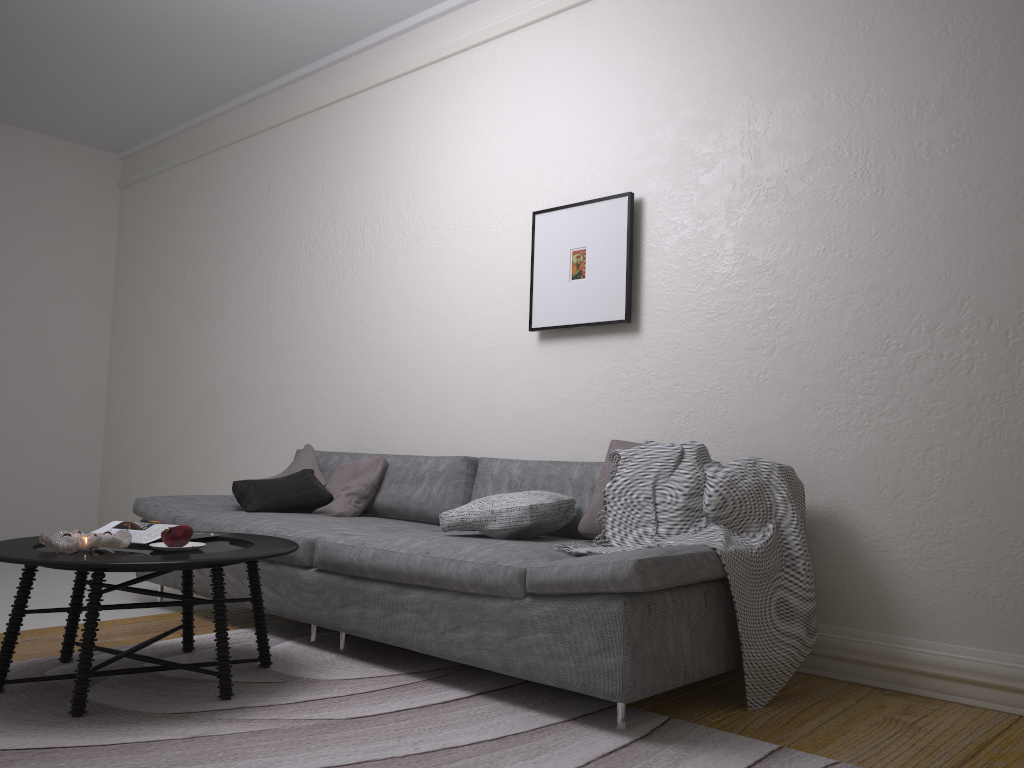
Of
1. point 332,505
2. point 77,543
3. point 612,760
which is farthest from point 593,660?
point 332,505

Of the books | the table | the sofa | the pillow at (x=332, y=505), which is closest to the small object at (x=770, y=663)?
the sofa

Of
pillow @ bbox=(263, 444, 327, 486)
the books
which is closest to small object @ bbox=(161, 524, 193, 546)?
the books

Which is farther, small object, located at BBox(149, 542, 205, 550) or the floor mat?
small object, located at BBox(149, 542, 205, 550)

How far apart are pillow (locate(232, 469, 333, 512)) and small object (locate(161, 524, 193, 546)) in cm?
125

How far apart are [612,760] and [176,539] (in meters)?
1.52

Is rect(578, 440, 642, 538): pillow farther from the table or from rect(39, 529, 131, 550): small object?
rect(39, 529, 131, 550): small object

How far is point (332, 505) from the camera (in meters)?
4.19

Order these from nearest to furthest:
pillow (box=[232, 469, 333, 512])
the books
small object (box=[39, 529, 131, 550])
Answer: small object (box=[39, 529, 131, 550]), the books, pillow (box=[232, 469, 333, 512])

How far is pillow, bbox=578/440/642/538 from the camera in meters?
3.2
